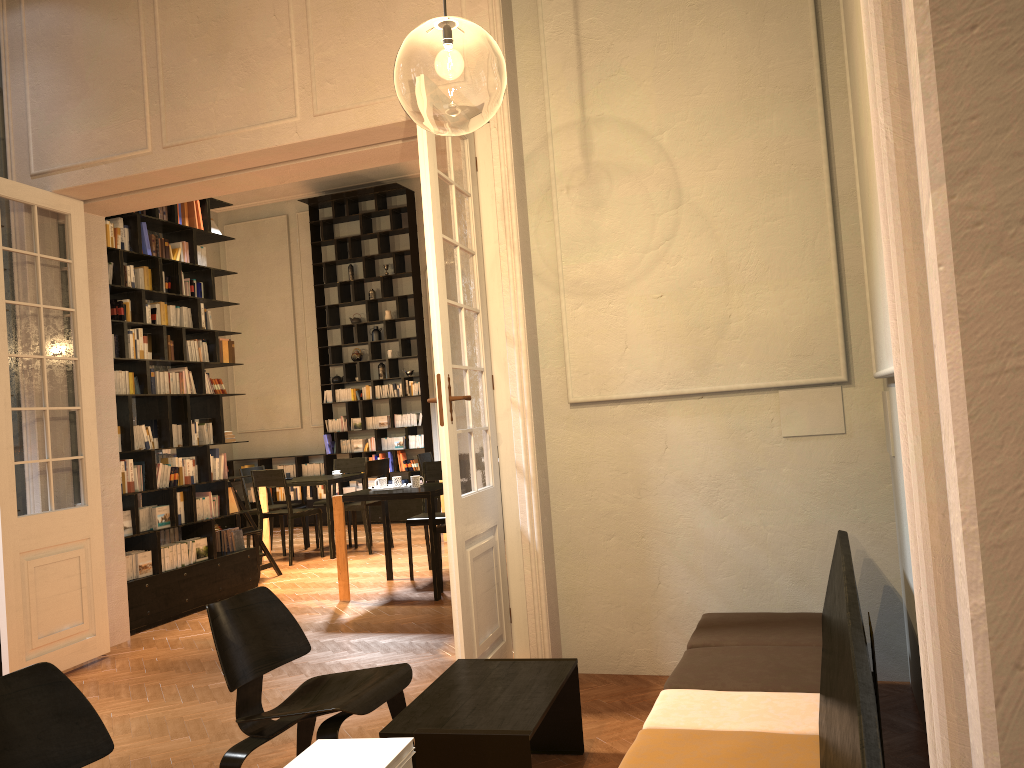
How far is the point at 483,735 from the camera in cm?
301

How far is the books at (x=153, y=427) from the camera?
7.4m

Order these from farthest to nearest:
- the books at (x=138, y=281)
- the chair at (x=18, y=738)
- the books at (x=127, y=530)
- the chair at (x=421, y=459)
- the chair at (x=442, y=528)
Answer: the chair at (x=421, y=459), the chair at (x=442, y=528), the books at (x=138, y=281), the books at (x=127, y=530), the chair at (x=18, y=738)

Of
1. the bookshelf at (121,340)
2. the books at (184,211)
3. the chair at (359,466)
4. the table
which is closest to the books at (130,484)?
the bookshelf at (121,340)

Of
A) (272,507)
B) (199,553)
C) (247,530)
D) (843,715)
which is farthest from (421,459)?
(843,715)

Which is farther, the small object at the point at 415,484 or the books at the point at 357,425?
the books at the point at 357,425

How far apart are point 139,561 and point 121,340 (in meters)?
1.76

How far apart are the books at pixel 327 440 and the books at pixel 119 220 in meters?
6.6

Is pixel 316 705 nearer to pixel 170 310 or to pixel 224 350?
pixel 170 310

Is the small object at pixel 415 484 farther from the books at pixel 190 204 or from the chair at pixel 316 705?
the chair at pixel 316 705
